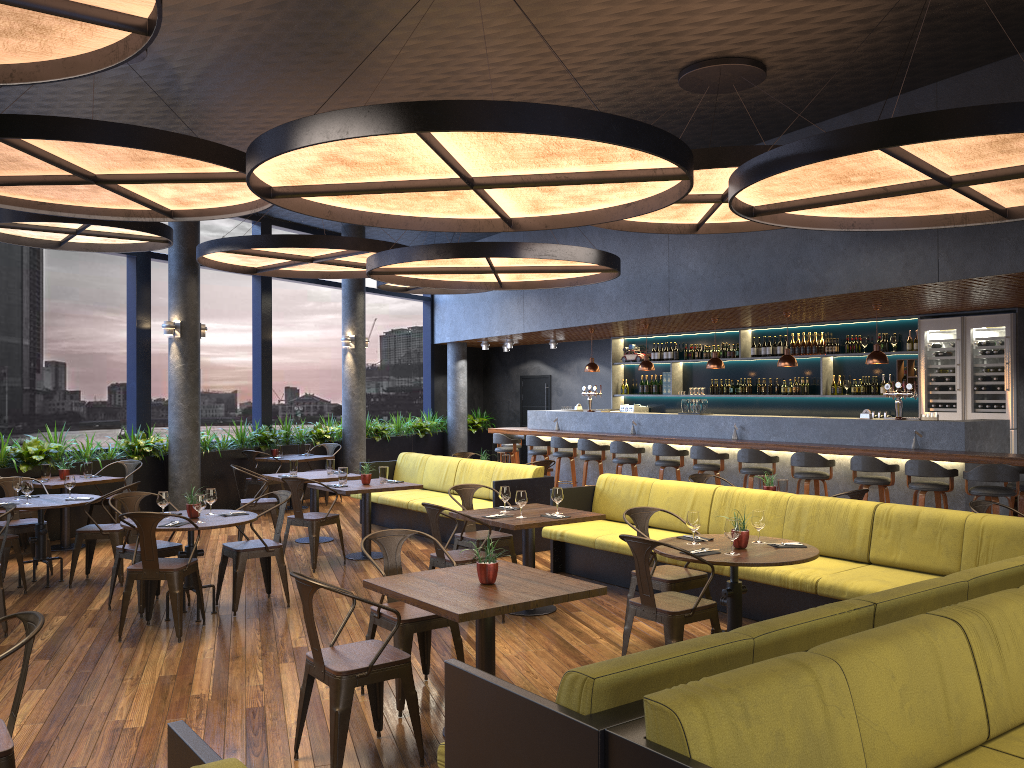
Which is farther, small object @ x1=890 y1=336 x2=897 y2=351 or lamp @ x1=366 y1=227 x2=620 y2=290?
small object @ x1=890 y1=336 x2=897 y2=351

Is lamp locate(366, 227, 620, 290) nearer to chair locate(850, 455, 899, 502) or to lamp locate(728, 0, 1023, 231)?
lamp locate(728, 0, 1023, 231)

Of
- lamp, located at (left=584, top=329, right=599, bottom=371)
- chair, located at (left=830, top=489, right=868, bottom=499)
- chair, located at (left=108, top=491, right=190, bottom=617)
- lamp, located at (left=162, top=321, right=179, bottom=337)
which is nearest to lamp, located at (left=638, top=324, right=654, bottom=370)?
lamp, located at (left=584, top=329, right=599, bottom=371)

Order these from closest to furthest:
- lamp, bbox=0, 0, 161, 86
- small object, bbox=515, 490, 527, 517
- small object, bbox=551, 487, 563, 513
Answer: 1. lamp, bbox=0, 0, 161, 86
2. small object, bbox=515, 490, 527, 517
3. small object, bbox=551, 487, 563, 513

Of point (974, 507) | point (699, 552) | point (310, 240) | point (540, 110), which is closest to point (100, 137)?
point (540, 110)

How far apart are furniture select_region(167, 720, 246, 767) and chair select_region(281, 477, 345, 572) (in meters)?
6.11

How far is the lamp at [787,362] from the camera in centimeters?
1098cm

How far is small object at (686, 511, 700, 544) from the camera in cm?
561

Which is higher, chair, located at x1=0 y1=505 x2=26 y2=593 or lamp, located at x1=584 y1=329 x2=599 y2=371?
lamp, located at x1=584 y1=329 x2=599 y2=371

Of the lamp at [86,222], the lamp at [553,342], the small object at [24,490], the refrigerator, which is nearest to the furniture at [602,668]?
the small object at [24,490]
